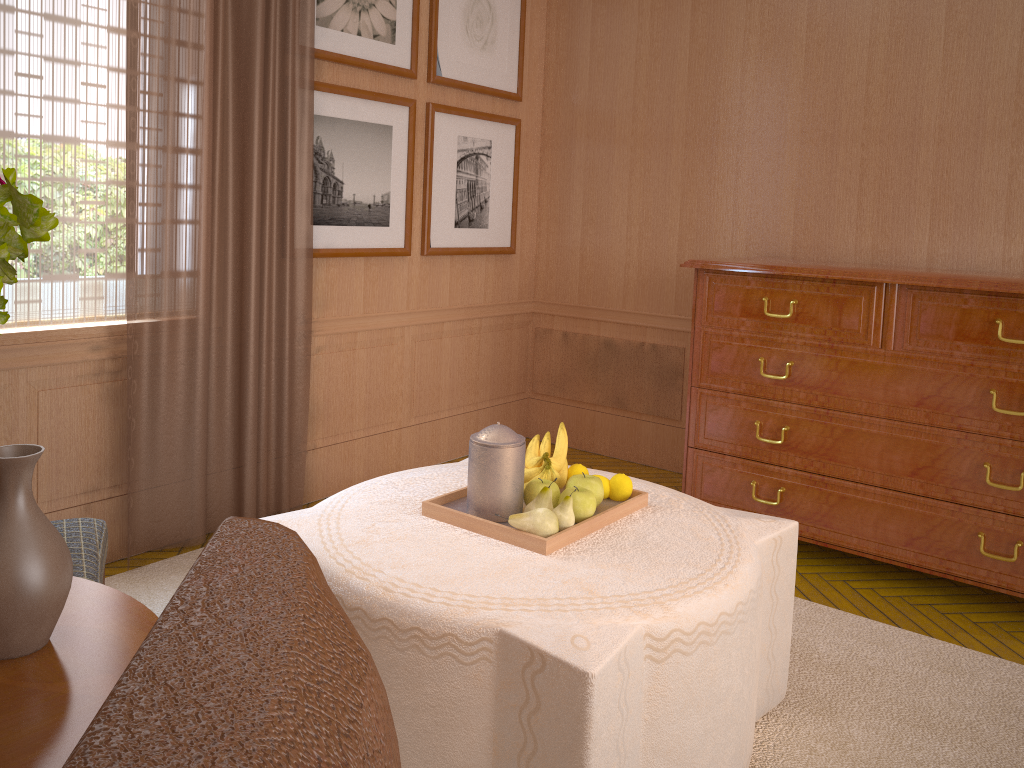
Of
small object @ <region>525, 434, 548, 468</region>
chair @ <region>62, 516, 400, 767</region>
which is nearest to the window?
small object @ <region>525, 434, 548, 468</region>

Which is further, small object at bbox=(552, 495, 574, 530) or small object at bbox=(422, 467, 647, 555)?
small object at bbox=(552, 495, 574, 530)

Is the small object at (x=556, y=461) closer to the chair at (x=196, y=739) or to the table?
the table

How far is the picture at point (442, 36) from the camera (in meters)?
6.96

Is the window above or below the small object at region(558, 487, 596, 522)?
above

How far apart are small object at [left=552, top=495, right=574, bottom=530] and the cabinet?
2.7m

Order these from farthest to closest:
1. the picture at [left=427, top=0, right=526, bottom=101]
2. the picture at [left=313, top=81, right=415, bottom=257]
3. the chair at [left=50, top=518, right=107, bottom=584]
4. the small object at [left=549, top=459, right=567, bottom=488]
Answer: the picture at [left=427, top=0, right=526, bottom=101] < the picture at [left=313, top=81, right=415, bottom=257] < the small object at [left=549, top=459, right=567, bottom=488] < the chair at [left=50, top=518, right=107, bottom=584]

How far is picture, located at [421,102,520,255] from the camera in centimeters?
713cm

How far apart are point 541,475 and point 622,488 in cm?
39

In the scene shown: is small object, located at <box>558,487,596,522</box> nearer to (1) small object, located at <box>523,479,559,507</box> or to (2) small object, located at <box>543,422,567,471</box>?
(1) small object, located at <box>523,479,559,507</box>
